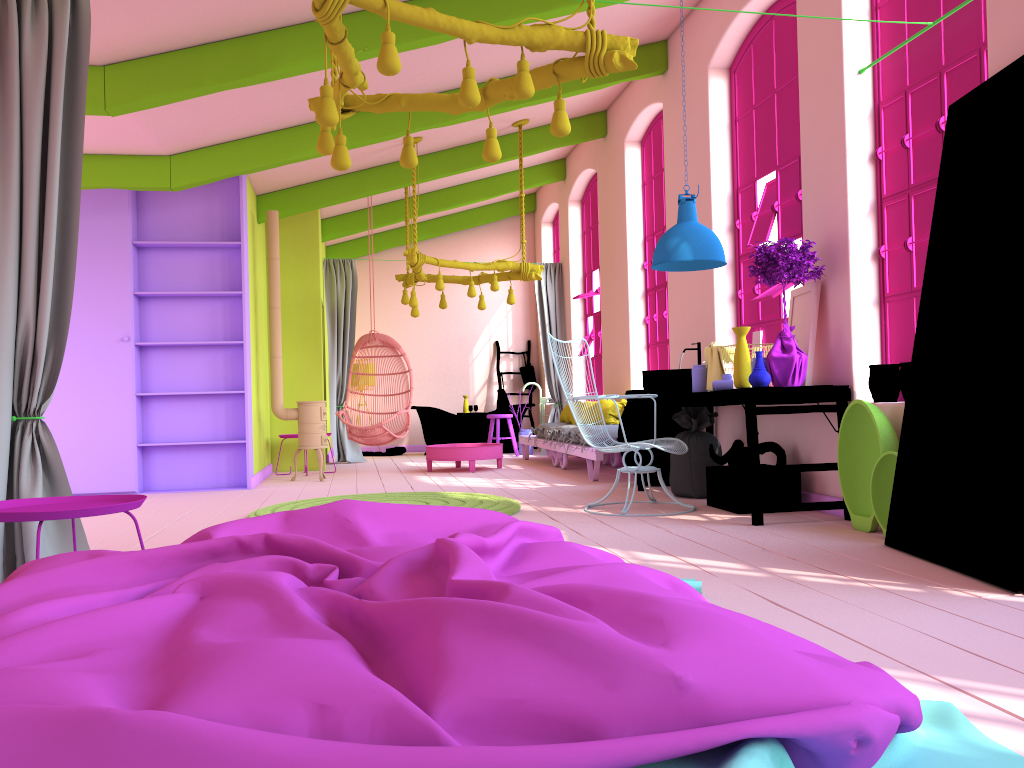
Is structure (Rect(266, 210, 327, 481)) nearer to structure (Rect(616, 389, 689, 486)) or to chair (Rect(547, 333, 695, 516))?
structure (Rect(616, 389, 689, 486))

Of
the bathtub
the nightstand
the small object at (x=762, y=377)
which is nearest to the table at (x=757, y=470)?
the small object at (x=762, y=377)

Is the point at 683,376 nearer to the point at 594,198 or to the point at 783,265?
the point at 783,265

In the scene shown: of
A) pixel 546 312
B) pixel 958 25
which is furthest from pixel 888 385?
pixel 546 312

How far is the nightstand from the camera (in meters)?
2.87

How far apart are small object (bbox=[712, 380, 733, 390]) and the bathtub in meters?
7.1 m

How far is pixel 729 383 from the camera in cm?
599

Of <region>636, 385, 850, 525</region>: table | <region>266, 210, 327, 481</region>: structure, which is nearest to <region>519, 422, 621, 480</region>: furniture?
<region>636, 385, 850, 525</region>: table

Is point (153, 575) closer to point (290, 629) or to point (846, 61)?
point (290, 629)

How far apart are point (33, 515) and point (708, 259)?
4.5m
